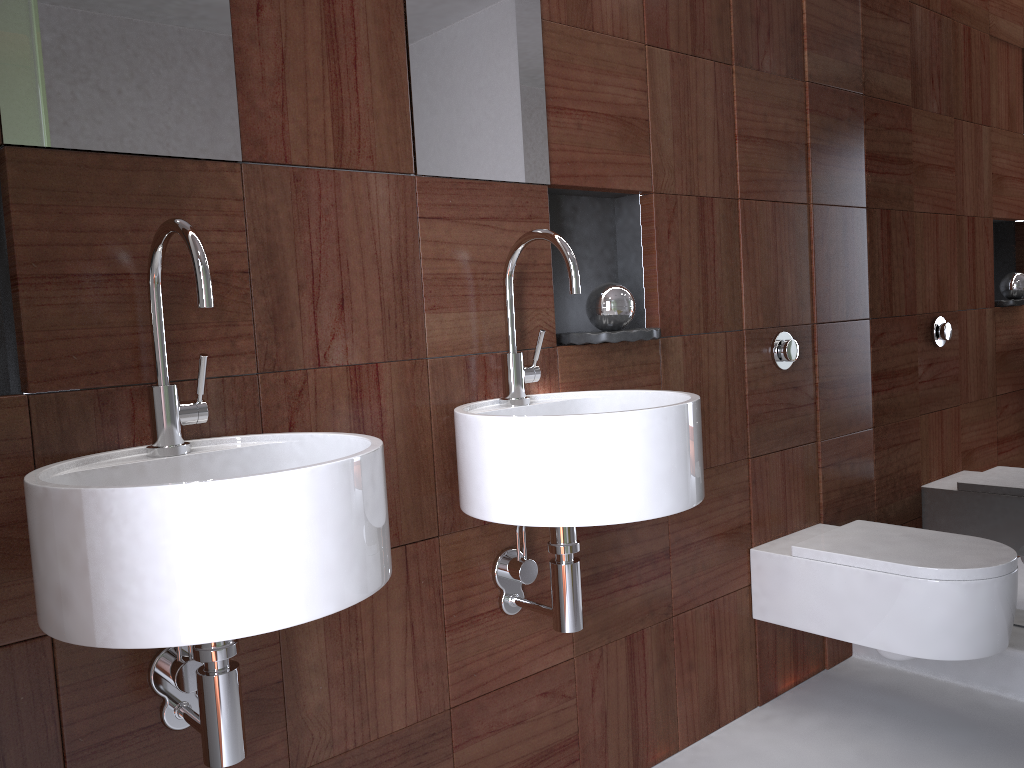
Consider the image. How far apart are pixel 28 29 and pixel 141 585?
0.7m

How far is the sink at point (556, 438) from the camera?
1.31m

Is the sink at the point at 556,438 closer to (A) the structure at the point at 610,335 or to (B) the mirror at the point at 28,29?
(A) the structure at the point at 610,335

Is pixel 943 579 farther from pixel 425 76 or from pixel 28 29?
pixel 28 29

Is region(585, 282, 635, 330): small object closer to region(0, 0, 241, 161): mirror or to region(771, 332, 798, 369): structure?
region(771, 332, 798, 369): structure

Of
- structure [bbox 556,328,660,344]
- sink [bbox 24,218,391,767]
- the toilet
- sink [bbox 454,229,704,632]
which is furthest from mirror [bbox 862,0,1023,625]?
sink [bbox 24,218,391,767]

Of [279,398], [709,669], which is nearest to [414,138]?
[279,398]

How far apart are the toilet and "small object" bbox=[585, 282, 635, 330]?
0.73m

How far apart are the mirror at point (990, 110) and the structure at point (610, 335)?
1.06m

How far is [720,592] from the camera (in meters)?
2.13
